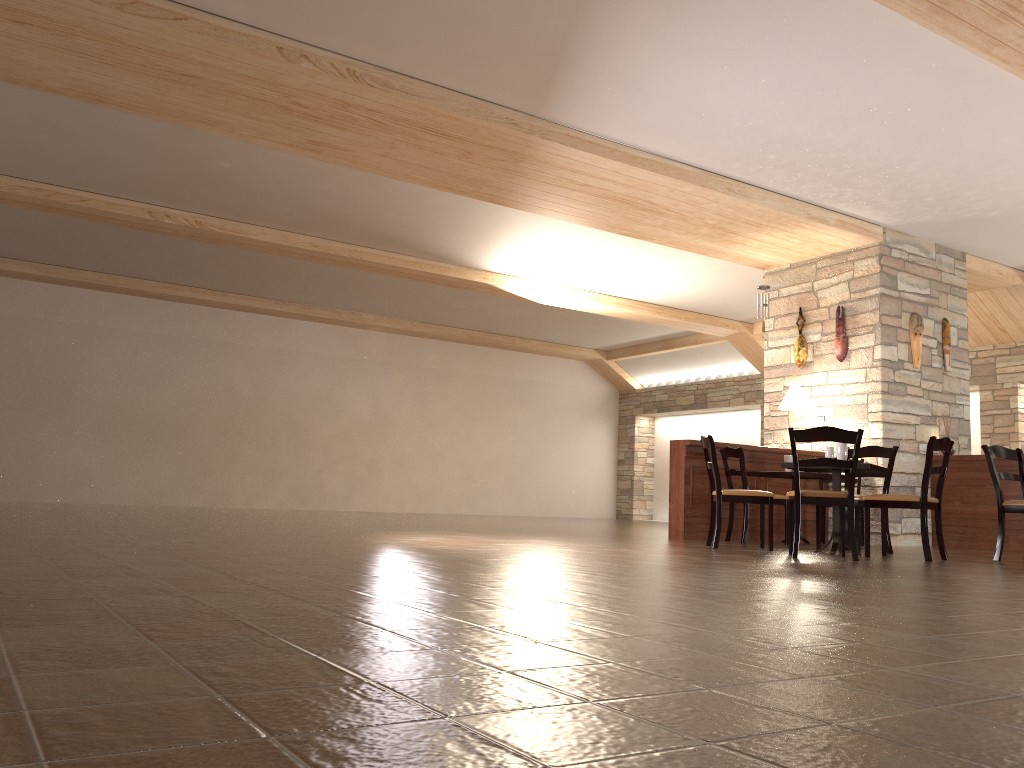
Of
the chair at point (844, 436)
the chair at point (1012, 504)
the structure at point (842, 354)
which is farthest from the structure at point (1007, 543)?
the chair at point (844, 436)

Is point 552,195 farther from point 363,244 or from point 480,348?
point 480,348

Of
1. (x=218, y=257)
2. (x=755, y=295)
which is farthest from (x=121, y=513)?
(x=755, y=295)

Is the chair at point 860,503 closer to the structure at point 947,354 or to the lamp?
the lamp

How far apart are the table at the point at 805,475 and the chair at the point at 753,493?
1.3 meters

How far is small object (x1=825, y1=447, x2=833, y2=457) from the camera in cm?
662

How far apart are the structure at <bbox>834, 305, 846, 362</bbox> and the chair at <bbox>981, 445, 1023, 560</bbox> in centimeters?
259cm

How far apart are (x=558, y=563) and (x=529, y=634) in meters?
2.4 m

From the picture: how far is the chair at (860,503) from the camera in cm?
674

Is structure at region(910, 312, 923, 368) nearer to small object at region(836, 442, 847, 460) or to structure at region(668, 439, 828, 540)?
structure at region(668, 439, 828, 540)
